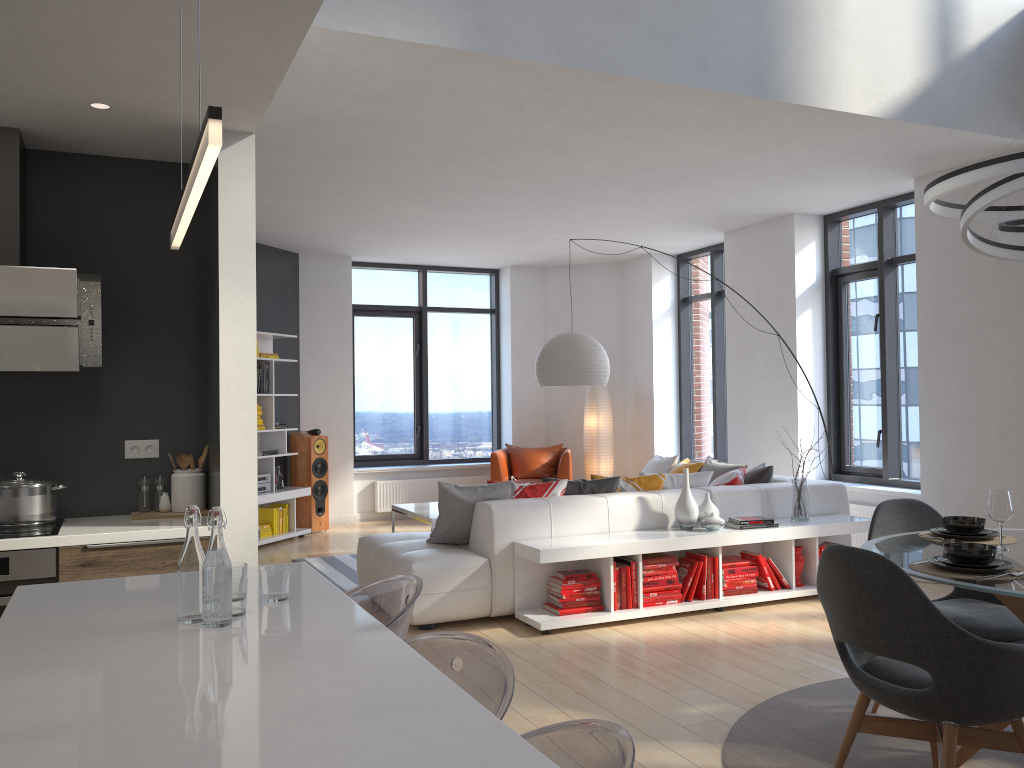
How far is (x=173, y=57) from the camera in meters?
2.9

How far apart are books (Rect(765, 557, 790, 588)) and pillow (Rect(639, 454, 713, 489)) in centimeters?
77cm

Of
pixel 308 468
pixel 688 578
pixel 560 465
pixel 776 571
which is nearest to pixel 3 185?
pixel 688 578

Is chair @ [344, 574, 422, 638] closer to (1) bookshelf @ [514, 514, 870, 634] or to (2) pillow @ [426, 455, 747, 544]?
(1) bookshelf @ [514, 514, 870, 634]

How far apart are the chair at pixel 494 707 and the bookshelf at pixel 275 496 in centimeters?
646cm

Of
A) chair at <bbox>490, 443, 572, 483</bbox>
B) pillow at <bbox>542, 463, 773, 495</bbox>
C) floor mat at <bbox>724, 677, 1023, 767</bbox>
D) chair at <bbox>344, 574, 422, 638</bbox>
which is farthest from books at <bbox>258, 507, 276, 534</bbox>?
chair at <bbox>344, 574, 422, 638</bbox>

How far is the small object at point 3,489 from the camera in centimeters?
362cm

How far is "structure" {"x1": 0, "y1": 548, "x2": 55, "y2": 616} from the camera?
3.4 meters

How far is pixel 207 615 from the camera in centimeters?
198cm

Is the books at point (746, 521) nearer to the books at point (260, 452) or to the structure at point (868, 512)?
the structure at point (868, 512)
